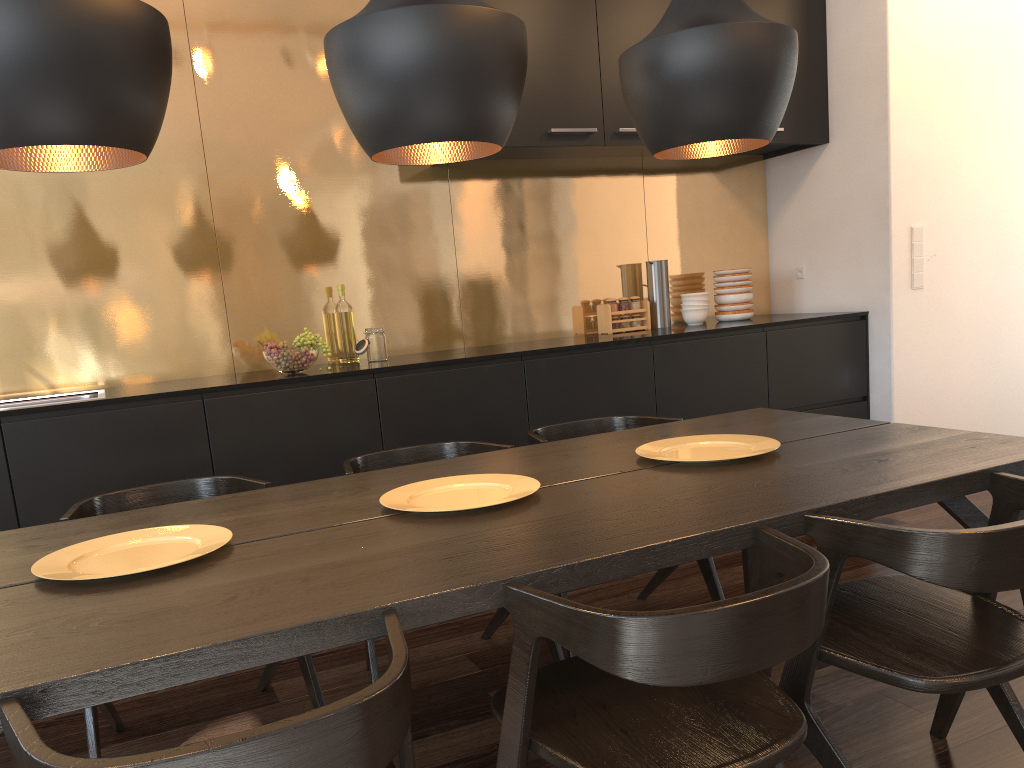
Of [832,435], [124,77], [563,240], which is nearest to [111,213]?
[563,240]

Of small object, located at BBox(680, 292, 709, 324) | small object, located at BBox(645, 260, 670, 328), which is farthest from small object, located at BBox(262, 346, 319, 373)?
small object, located at BBox(680, 292, 709, 324)

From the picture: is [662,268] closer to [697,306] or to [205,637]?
[697,306]

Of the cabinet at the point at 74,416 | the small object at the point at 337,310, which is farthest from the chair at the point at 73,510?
the small object at the point at 337,310

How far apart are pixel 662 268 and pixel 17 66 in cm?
349

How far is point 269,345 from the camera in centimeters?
339cm

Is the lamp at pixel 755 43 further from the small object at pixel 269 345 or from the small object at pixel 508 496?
the small object at pixel 269 345

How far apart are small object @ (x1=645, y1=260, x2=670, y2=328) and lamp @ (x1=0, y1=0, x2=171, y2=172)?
3.2m

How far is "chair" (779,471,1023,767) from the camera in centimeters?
143cm

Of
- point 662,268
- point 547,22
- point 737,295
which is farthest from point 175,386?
point 737,295
